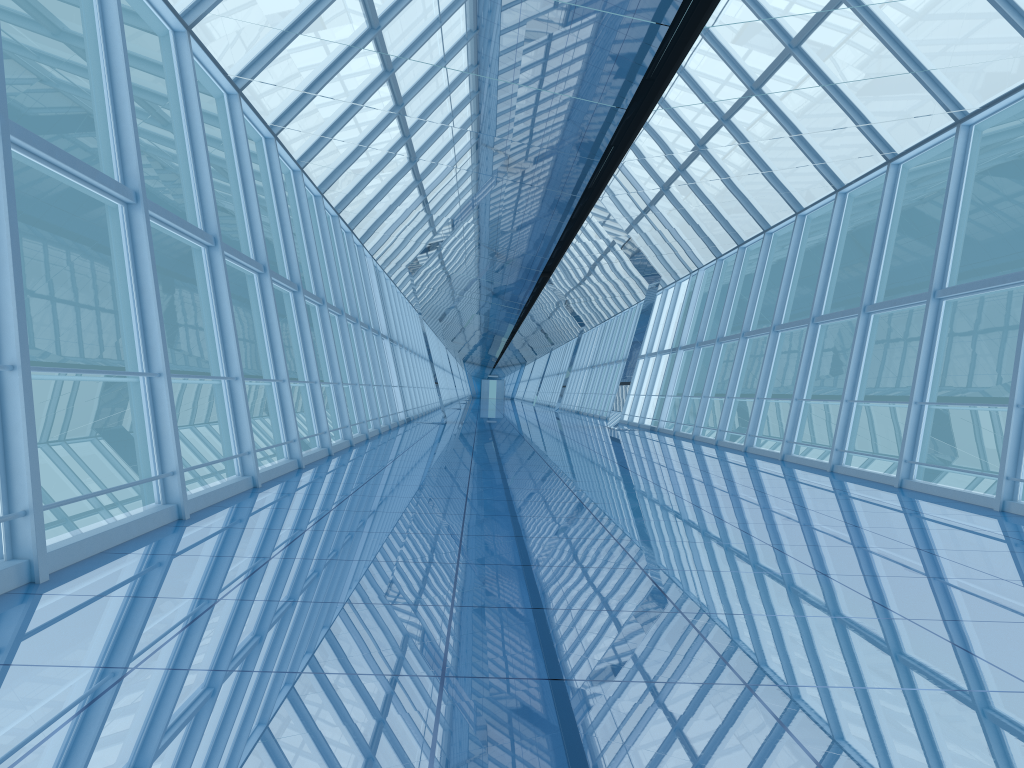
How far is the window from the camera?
6.3m

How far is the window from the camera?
6.33m

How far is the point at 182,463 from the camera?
6.3 meters
